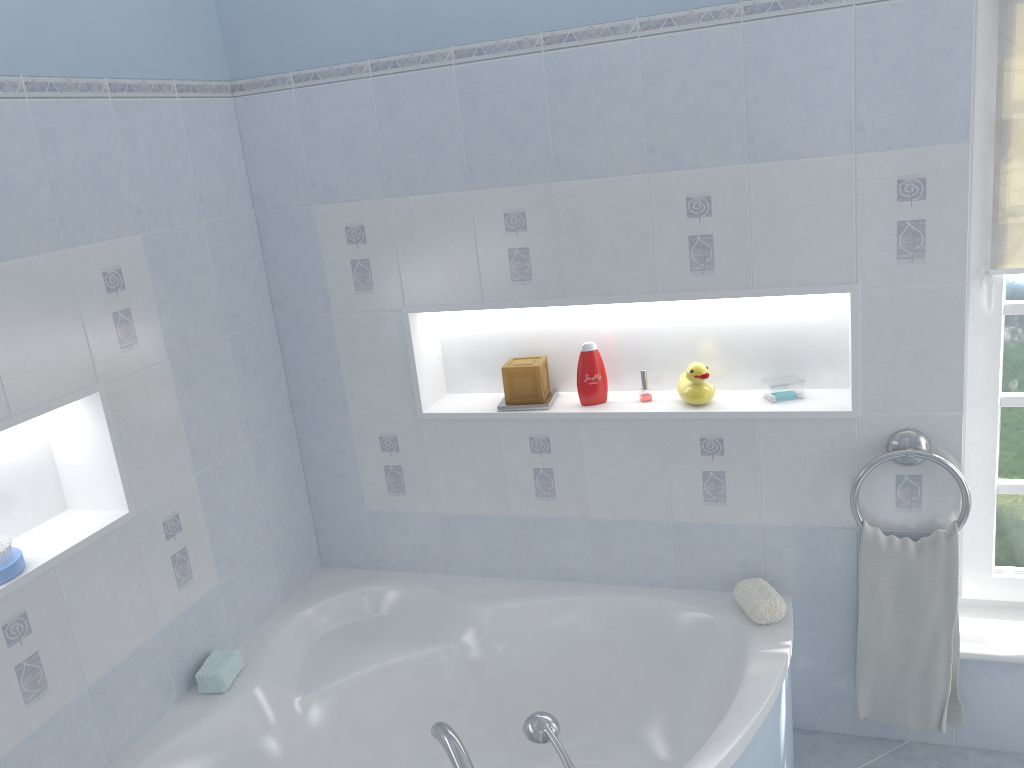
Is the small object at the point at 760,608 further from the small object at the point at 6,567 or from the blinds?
the small object at the point at 6,567

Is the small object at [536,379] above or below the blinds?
below

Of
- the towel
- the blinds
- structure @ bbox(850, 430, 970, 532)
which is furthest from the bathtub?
the blinds

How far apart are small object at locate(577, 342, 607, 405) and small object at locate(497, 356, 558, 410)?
0.1 meters

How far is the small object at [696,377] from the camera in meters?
2.5

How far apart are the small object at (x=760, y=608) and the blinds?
1.0m

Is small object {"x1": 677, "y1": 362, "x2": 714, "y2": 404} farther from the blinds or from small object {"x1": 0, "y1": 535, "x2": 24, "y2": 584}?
small object {"x1": 0, "y1": 535, "x2": 24, "y2": 584}

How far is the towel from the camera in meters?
2.3 m

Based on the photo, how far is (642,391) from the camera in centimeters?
259cm

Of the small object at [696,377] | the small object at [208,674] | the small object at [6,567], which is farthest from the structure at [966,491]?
the small object at [6,567]
